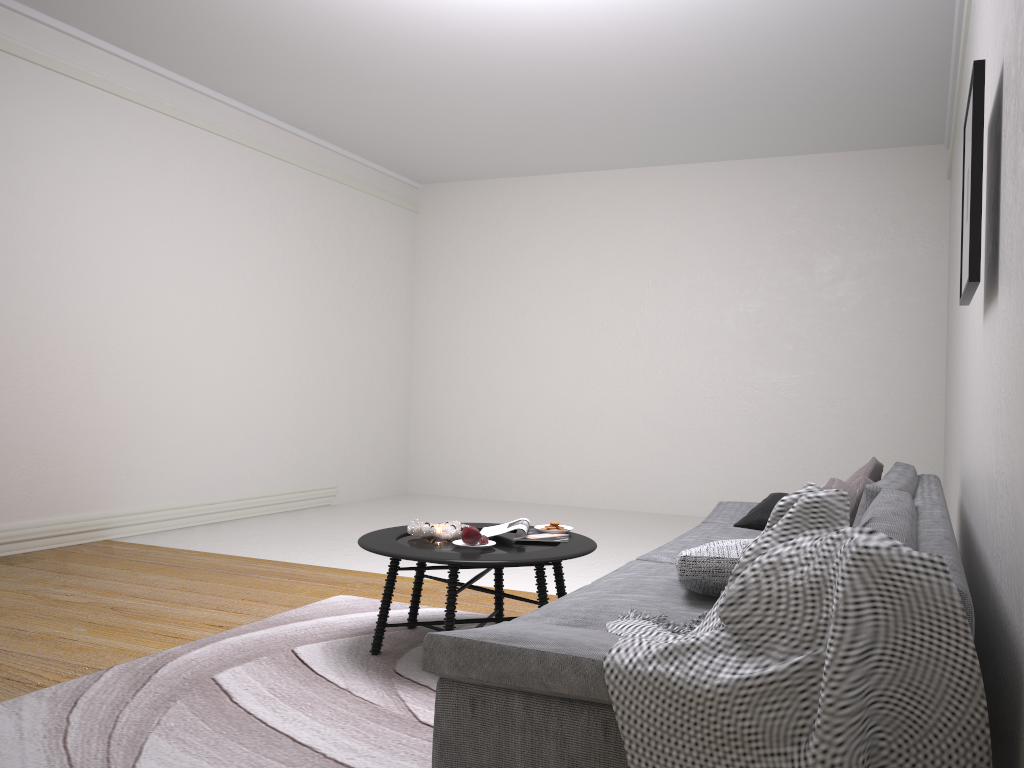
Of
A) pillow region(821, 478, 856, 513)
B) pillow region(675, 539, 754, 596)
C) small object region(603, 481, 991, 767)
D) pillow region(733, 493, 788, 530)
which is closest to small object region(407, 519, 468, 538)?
pillow region(675, 539, 754, 596)

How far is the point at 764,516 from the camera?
3.8 meters

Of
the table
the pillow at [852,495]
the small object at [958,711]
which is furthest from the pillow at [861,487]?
the small object at [958,711]

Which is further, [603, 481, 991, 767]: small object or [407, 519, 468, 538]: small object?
[407, 519, 468, 538]: small object

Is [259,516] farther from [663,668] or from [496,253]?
[663,668]

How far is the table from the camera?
Answer: 3.1m

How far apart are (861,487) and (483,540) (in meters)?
1.50

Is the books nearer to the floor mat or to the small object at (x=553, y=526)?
the small object at (x=553, y=526)

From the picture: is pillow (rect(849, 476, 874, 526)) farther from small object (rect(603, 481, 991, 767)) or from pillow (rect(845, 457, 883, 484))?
small object (rect(603, 481, 991, 767))

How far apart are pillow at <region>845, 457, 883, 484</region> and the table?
1.29m
